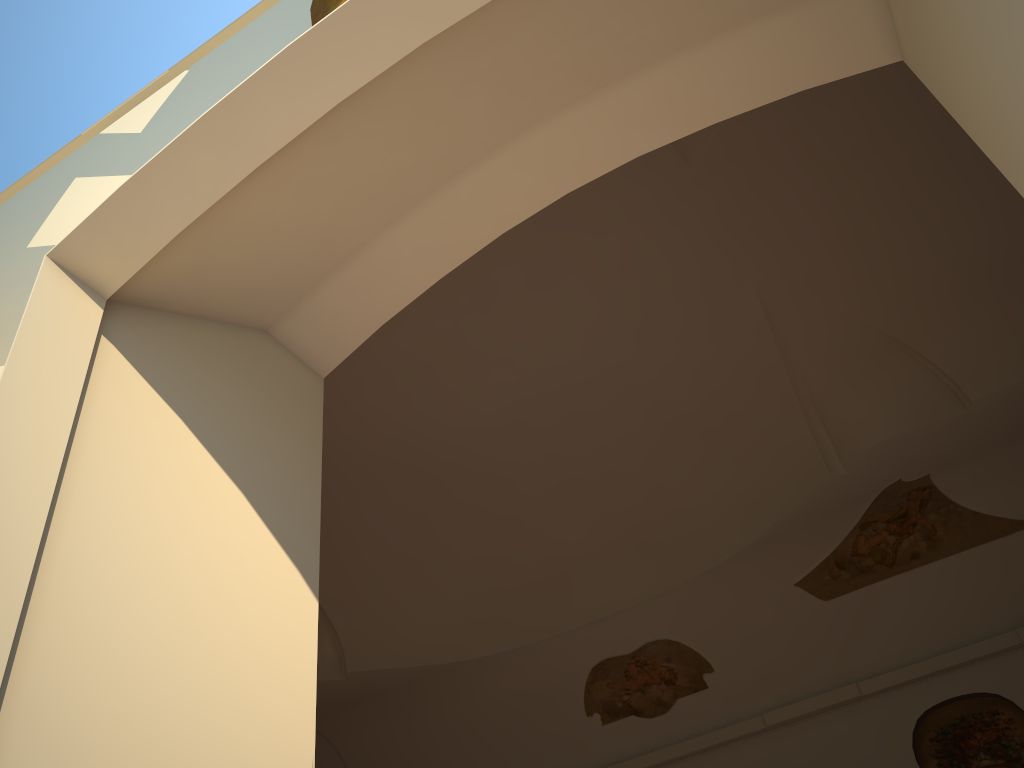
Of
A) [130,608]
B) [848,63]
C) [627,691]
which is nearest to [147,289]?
[130,608]
